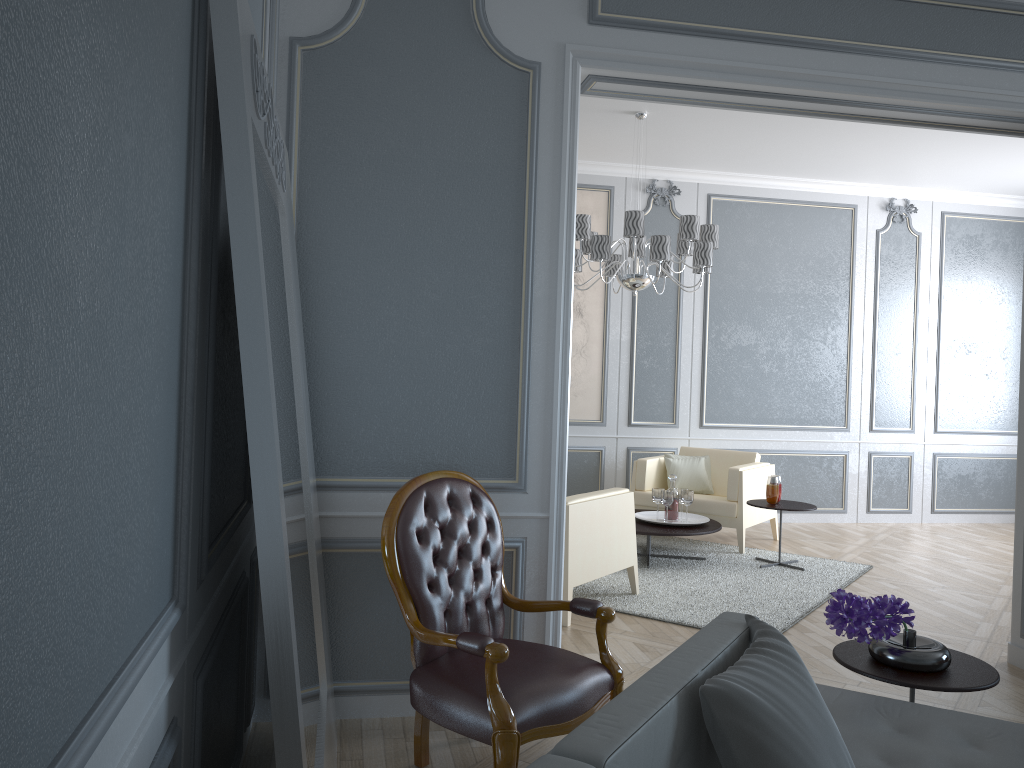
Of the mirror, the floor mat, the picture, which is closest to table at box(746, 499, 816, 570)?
the floor mat

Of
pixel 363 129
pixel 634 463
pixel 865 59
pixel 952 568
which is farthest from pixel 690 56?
pixel 952 568

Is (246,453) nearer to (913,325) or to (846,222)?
(846,222)

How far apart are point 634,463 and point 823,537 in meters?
1.6 m

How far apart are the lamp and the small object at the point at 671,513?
1.19m

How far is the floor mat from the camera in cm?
434

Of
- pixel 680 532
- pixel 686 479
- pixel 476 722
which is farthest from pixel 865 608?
pixel 686 479

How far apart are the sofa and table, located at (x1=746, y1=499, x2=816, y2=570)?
3.1m

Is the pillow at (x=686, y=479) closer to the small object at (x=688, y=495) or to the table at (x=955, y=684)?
the small object at (x=688, y=495)

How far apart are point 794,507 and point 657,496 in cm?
81
